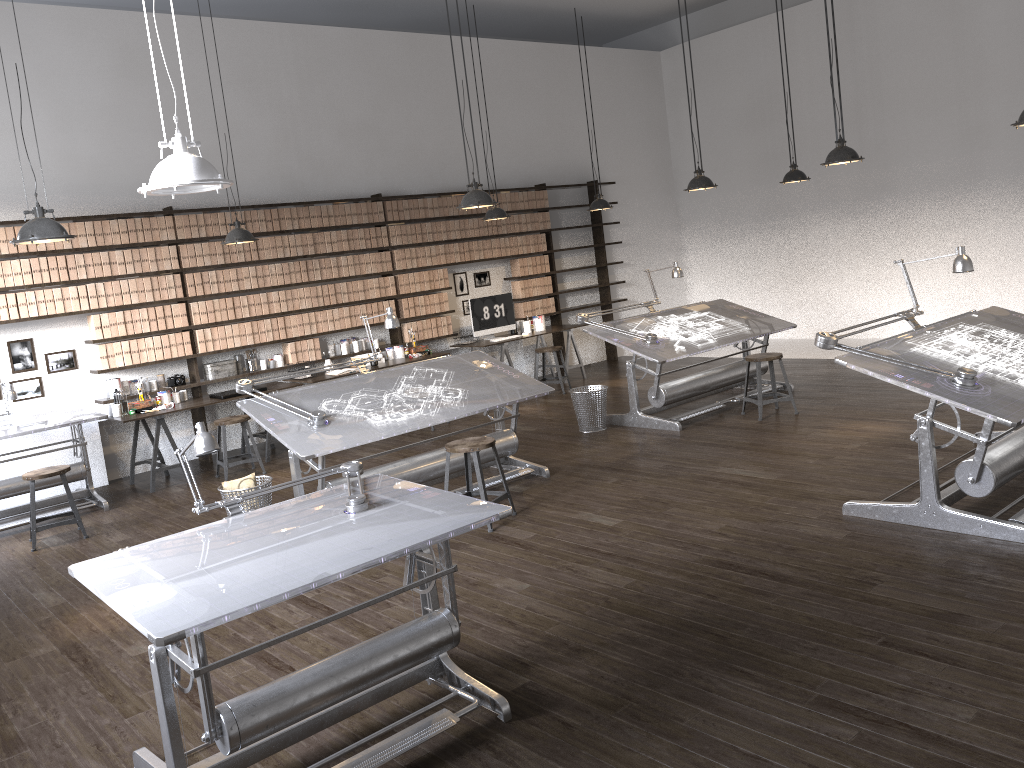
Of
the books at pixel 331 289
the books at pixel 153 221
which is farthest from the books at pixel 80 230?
the books at pixel 331 289

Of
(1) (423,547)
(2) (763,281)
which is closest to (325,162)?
(2) (763,281)

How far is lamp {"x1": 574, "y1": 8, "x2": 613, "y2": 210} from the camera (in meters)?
9.94

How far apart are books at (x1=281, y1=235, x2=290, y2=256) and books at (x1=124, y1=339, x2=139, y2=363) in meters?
1.8

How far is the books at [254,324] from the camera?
8.8m

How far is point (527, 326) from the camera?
10.74m

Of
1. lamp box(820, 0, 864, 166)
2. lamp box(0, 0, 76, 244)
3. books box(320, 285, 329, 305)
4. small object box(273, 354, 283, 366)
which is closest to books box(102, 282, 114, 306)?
small object box(273, 354, 283, 366)

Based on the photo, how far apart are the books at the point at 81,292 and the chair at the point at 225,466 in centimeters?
157cm

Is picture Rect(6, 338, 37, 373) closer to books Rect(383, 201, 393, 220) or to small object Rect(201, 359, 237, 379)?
small object Rect(201, 359, 237, 379)

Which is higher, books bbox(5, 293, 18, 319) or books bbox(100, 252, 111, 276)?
books bbox(100, 252, 111, 276)
